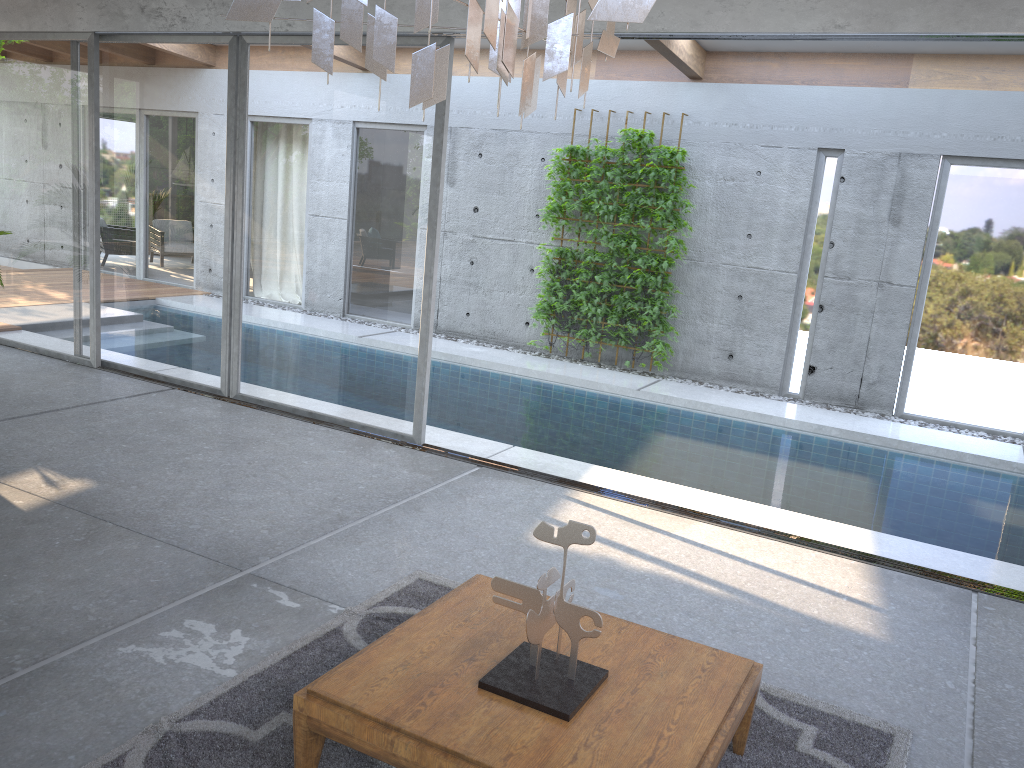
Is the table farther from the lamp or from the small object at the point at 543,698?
the lamp

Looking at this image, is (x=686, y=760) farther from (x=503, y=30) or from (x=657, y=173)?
(x=657, y=173)

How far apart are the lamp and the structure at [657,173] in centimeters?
738cm

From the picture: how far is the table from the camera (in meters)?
2.38

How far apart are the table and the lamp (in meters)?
1.63

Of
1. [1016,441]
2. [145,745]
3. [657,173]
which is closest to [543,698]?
[145,745]

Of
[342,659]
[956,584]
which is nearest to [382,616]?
[342,659]

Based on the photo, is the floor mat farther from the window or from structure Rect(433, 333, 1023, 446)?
structure Rect(433, 333, 1023, 446)

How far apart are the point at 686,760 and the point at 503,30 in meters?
1.9 m

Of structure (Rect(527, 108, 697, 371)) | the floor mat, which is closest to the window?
structure (Rect(527, 108, 697, 371))
